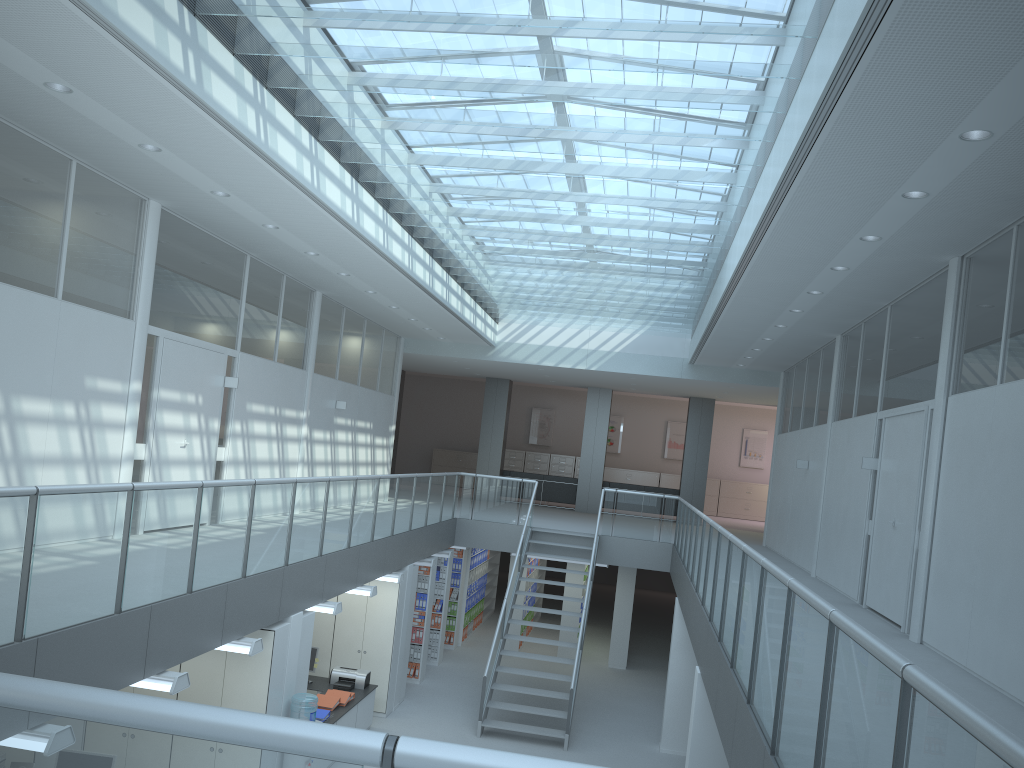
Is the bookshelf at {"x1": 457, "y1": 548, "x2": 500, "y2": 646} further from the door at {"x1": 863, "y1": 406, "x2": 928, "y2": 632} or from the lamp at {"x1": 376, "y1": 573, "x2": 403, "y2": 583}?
the door at {"x1": 863, "y1": 406, "x2": 928, "y2": 632}

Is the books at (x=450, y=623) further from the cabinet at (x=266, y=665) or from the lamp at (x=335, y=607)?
the cabinet at (x=266, y=665)

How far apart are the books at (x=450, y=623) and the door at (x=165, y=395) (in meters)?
6.26

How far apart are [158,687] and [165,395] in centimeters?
381cm

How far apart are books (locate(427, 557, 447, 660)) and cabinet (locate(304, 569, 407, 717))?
2.7m

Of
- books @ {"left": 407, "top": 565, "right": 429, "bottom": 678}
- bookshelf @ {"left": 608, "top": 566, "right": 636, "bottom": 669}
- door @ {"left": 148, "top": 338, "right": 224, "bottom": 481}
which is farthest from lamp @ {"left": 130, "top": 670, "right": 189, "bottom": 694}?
bookshelf @ {"left": 608, "top": 566, "right": 636, "bottom": 669}

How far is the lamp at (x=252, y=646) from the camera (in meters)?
6.42

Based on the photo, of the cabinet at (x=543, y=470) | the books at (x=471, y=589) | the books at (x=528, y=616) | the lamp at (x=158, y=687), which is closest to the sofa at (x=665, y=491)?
the books at (x=528, y=616)

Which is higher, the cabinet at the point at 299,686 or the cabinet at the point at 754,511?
the cabinet at the point at 754,511

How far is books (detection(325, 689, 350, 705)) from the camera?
9.5 meters
